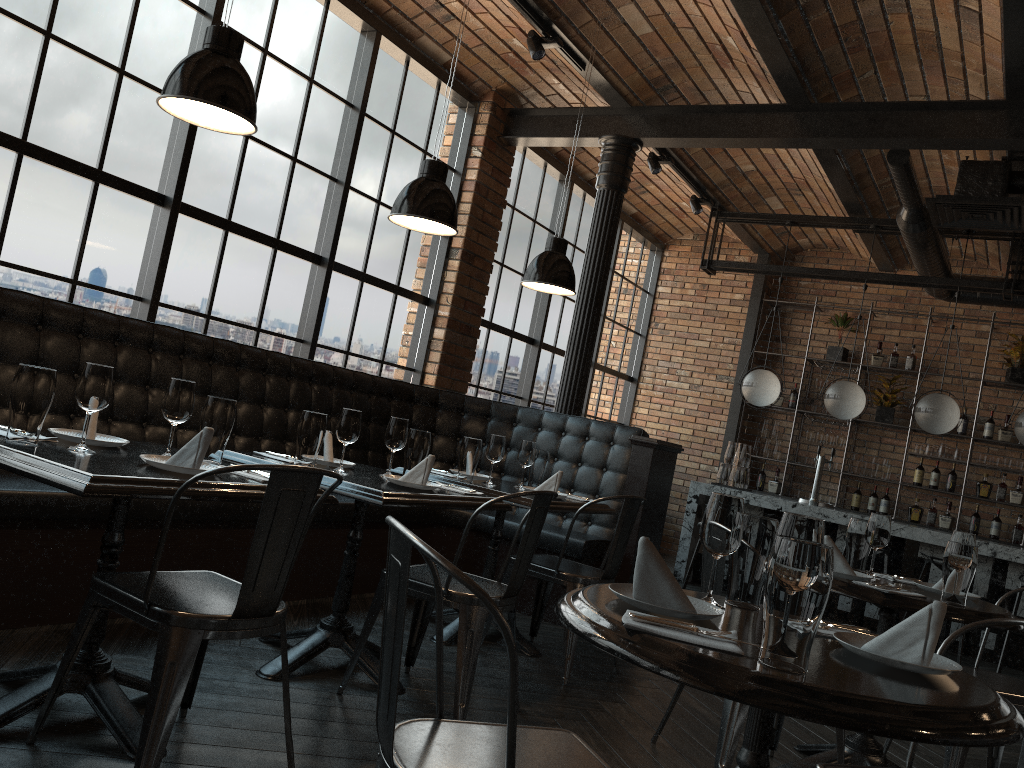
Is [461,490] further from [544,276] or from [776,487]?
[776,487]

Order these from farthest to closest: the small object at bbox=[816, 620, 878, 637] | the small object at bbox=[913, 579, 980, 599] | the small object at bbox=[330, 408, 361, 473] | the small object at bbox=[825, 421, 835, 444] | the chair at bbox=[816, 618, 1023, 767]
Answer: the small object at bbox=[825, 421, 835, 444], the small object at bbox=[330, 408, 361, 473], the small object at bbox=[913, 579, 980, 599], the chair at bbox=[816, 618, 1023, 767], the small object at bbox=[816, 620, 878, 637]

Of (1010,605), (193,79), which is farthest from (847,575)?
(1010,605)

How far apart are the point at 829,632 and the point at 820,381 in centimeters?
803cm

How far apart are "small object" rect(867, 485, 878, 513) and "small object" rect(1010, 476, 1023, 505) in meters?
1.2

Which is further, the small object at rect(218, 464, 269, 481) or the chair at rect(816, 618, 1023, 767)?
the small object at rect(218, 464, 269, 481)

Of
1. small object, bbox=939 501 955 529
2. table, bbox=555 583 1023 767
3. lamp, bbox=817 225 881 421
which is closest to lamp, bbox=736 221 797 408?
lamp, bbox=817 225 881 421

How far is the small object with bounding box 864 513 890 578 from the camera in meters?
3.4

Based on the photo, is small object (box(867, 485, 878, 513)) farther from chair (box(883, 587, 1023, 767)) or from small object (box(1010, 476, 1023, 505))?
chair (box(883, 587, 1023, 767))

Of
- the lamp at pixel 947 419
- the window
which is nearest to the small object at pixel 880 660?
the window
